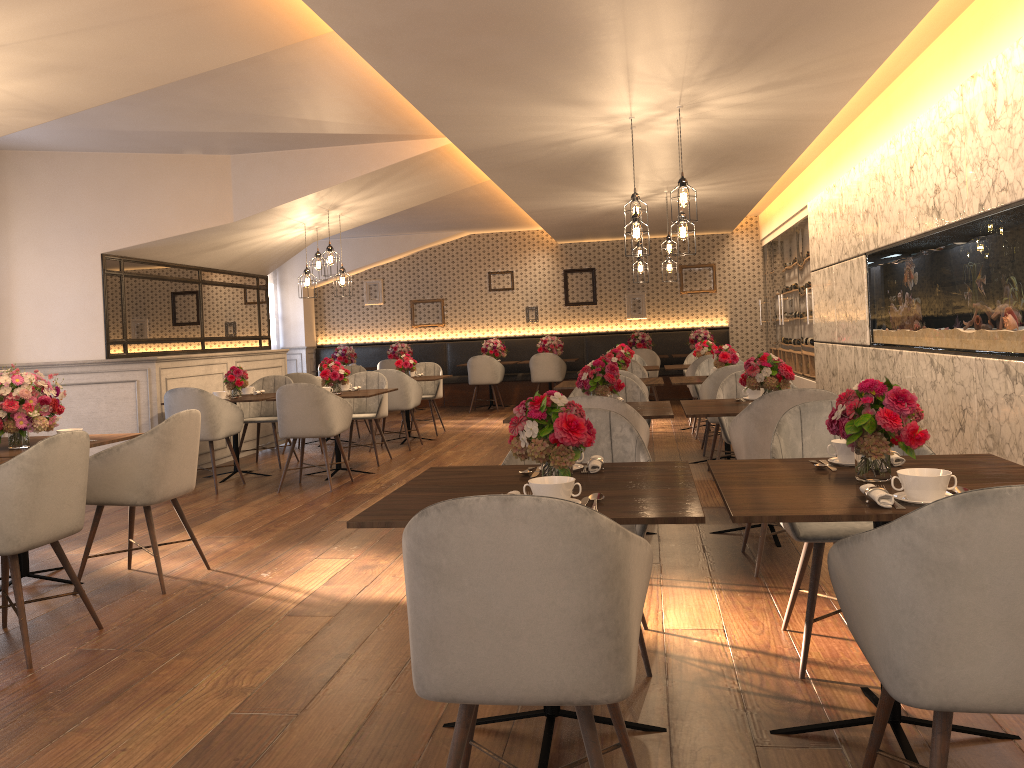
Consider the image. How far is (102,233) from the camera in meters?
7.6 m

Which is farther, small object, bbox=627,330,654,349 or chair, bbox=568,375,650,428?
small object, bbox=627,330,654,349

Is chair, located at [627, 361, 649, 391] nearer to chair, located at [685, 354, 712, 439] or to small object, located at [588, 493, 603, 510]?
chair, located at [685, 354, 712, 439]

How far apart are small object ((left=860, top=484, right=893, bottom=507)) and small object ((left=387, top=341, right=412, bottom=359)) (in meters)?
12.23

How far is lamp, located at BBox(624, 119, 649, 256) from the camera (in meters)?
6.14

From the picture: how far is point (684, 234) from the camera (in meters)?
6.22

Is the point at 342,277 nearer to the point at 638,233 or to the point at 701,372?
the point at 701,372

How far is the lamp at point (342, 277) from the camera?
8.9 meters

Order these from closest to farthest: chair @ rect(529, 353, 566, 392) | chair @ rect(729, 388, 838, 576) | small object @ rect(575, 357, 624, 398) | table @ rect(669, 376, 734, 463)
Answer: chair @ rect(729, 388, 838, 576) < small object @ rect(575, 357, 624, 398) < table @ rect(669, 376, 734, 463) < chair @ rect(529, 353, 566, 392)

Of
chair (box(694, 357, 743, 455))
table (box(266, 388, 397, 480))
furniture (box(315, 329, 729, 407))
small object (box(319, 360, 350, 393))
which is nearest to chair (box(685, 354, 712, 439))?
chair (box(694, 357, 743, 455))
